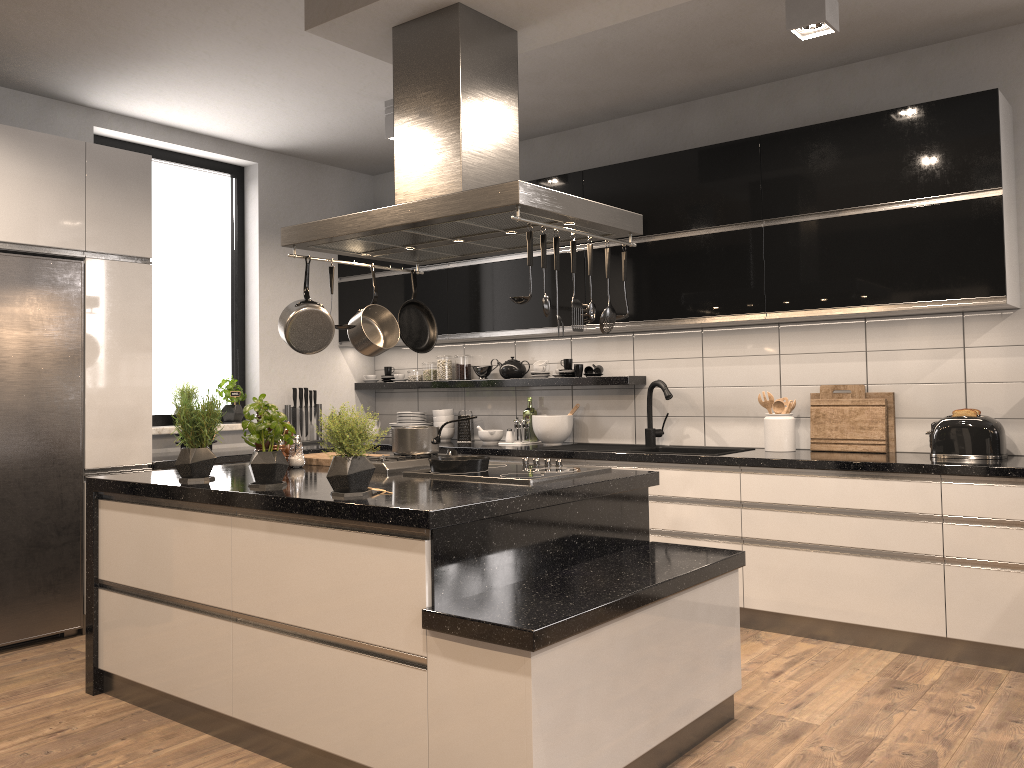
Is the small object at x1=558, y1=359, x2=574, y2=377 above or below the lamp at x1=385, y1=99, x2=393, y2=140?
below

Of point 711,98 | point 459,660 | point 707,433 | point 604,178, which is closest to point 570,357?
point 707,433

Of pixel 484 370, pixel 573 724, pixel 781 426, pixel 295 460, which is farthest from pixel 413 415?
pixel 573 724

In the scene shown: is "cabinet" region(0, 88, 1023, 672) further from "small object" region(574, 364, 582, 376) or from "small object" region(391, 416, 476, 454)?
"small object" region(391, 416, 476, 454)

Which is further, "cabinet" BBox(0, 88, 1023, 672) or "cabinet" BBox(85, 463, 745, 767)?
"cabinet" BBox(0, 88, 1023, 672)

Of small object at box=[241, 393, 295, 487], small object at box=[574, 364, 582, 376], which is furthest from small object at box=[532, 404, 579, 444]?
small object at box=[241, 393, 295, 487]

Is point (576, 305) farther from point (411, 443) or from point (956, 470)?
point (956, 470)

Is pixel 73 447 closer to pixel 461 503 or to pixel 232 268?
pixel 232 268

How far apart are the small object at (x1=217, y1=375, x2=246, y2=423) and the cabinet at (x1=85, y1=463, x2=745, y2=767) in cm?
193

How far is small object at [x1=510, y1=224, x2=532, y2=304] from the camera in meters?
2.8
